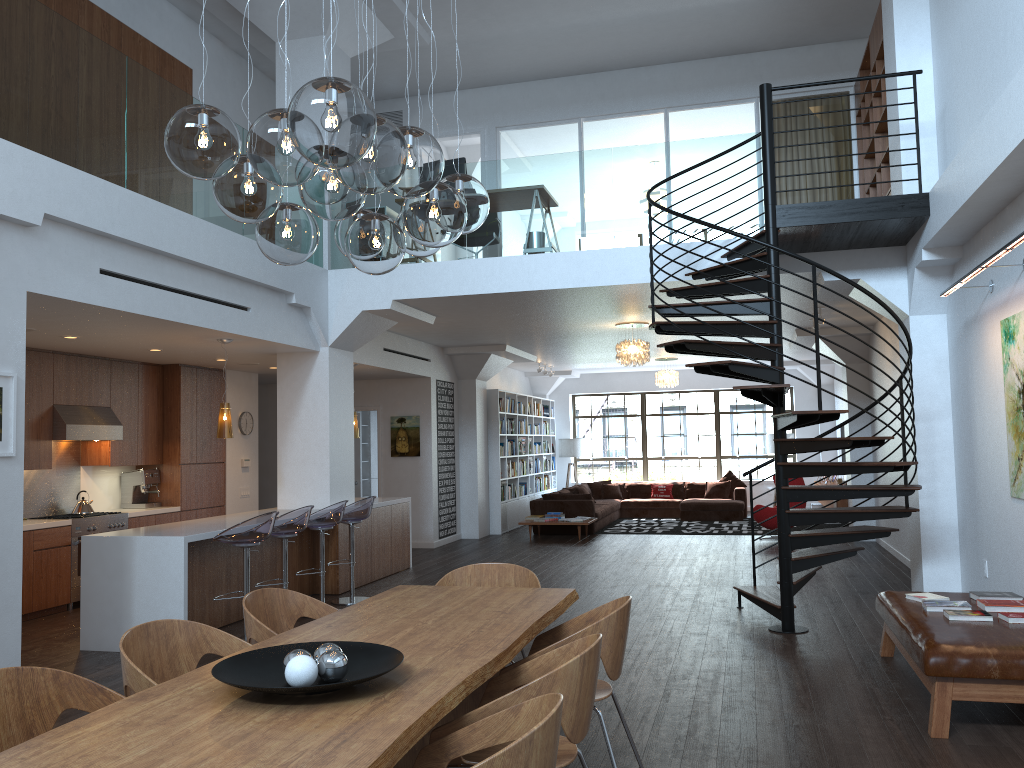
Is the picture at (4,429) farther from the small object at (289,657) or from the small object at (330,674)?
the small object at (330,674)

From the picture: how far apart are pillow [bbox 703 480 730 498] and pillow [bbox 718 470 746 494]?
0.2 meters

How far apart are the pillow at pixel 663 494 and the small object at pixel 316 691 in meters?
15.0 m

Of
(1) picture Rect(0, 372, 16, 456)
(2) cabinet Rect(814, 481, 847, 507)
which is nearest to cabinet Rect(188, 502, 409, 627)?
(1) picture Rect(0, 372, 16, 456)

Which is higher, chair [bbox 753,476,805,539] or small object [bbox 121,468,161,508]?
small object [bbox 121,468,161,508]

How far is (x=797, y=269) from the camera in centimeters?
808cm

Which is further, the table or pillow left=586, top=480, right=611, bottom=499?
pillow left=586, top=480, right=611, bottom=499

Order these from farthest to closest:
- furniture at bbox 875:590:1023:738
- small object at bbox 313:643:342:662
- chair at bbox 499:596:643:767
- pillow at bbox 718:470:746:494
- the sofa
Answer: pillow at bbox 718:470:746:494
the sofa
furniture at bbox 875:590:1023:738
chair at bbox 499:596:643:767
small object at bbox 313:643:342:662

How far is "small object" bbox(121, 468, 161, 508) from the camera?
9.95m

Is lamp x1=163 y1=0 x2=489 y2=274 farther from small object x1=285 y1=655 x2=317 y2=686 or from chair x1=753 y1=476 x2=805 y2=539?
chair x1=753 y1=476 x2=805 y2=539
